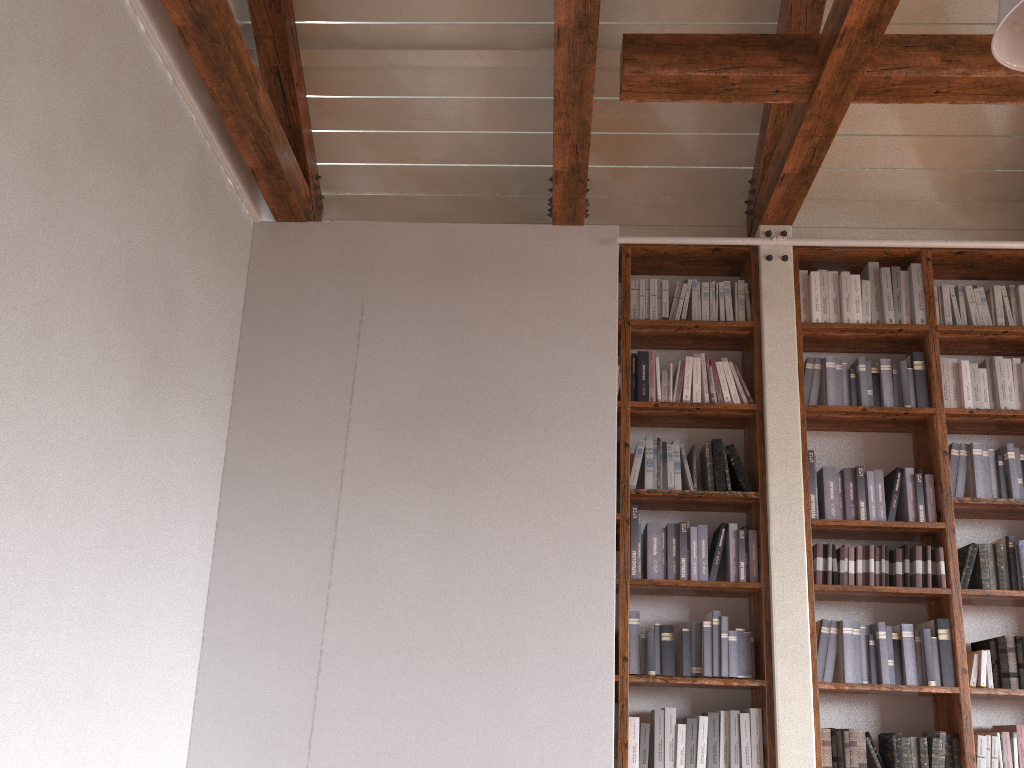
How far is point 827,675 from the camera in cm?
382

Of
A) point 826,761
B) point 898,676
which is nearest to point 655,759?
point 826,761

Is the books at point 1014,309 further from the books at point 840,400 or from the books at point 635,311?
the books at point 635,311

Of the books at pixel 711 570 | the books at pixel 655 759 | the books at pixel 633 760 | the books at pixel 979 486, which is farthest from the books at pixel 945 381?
the books at pixel 633 760

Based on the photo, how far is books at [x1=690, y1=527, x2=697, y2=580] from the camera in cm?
398

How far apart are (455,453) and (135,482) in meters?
1.4

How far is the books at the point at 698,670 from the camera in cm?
382

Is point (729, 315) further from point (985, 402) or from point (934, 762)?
point (934, 762)

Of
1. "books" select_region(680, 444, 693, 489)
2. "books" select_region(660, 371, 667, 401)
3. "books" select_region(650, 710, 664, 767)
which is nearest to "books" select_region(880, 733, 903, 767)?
"books" select_region(650, 710, 664, 767)

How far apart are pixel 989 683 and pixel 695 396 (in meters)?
1.75
